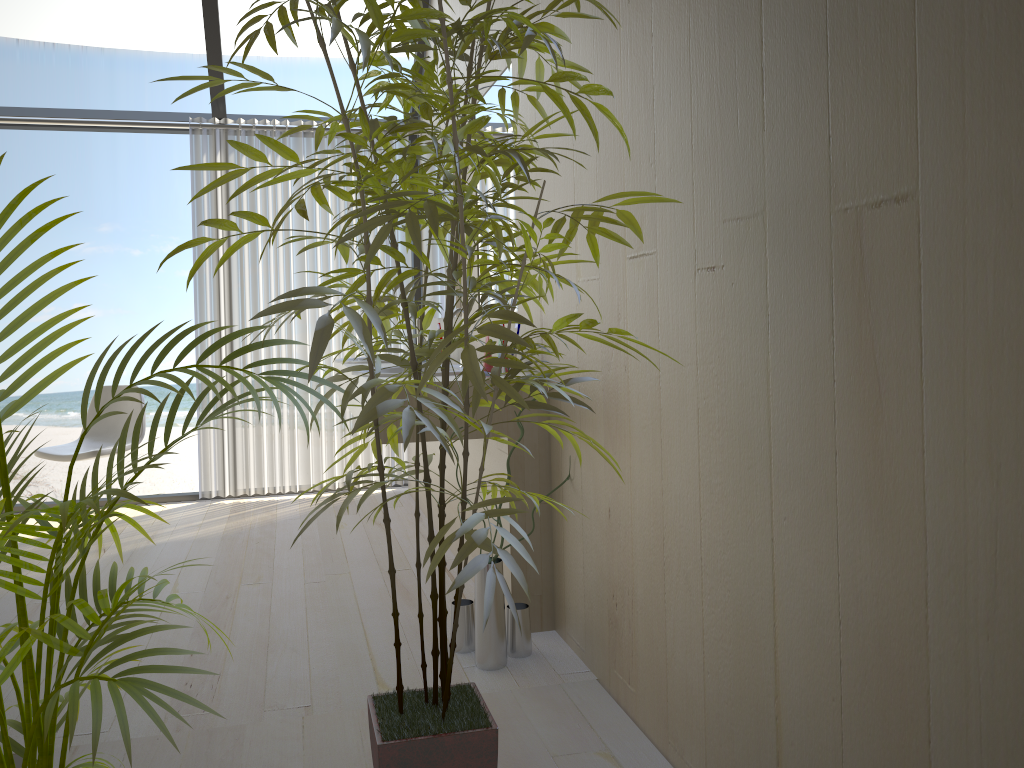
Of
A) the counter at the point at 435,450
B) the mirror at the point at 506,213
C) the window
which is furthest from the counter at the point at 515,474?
the window

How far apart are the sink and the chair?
1.7m

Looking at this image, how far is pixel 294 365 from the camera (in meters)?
4.94

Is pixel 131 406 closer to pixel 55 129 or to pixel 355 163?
pixel 55 129

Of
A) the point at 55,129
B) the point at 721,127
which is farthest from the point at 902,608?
the point at 55,129

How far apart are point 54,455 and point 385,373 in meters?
2.2

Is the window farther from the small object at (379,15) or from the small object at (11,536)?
the small object at (11,536)

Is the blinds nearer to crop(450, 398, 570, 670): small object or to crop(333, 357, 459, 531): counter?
crop(333, 357, 459, 531): counter

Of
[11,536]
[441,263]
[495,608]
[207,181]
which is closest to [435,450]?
[441,263]

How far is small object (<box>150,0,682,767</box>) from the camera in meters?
1.2 m
